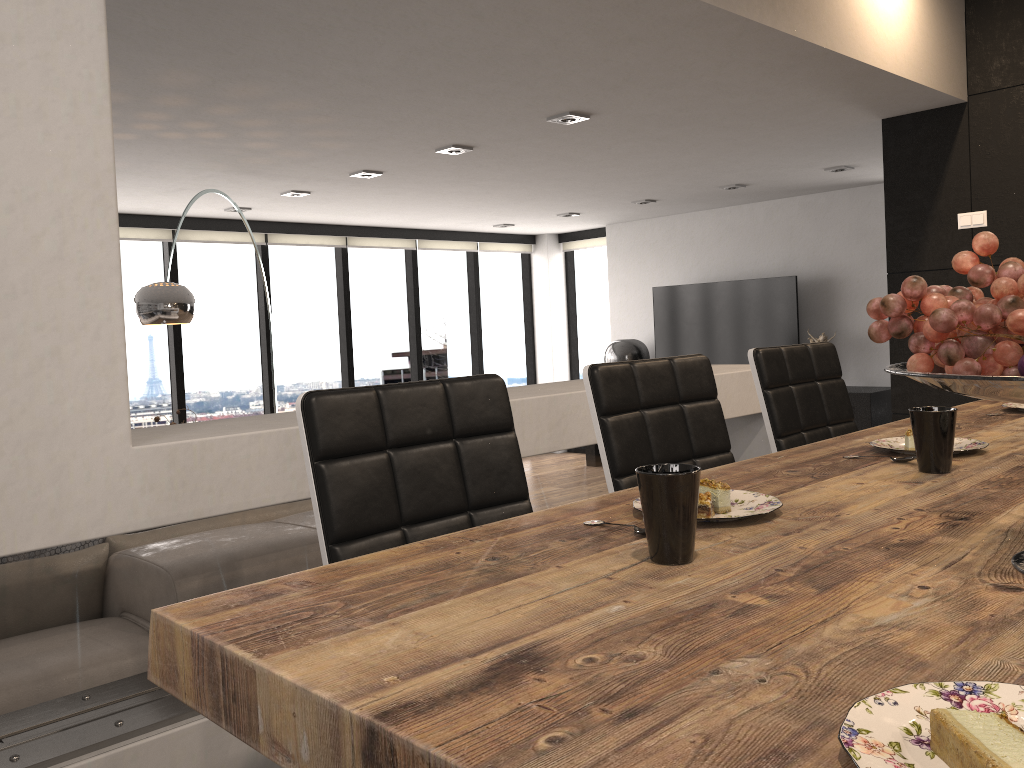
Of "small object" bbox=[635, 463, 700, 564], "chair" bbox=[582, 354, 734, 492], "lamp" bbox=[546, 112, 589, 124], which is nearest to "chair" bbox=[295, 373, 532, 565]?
"chair" bbox=[582, 354, 734, 492]

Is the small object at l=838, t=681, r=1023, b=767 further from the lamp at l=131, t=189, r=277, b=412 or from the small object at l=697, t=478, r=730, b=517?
the lamp at l=131, t=189, r=277, b=412

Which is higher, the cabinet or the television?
the television

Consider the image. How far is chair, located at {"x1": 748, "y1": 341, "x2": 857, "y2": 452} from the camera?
2.25m

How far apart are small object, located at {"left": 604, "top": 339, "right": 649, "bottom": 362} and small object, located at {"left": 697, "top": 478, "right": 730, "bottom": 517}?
7.7 meters

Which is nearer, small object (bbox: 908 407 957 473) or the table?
the table

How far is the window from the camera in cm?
747

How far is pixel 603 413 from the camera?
1.80m

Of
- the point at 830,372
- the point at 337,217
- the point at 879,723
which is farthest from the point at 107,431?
the point at 337,217

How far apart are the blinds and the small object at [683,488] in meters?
7.0
